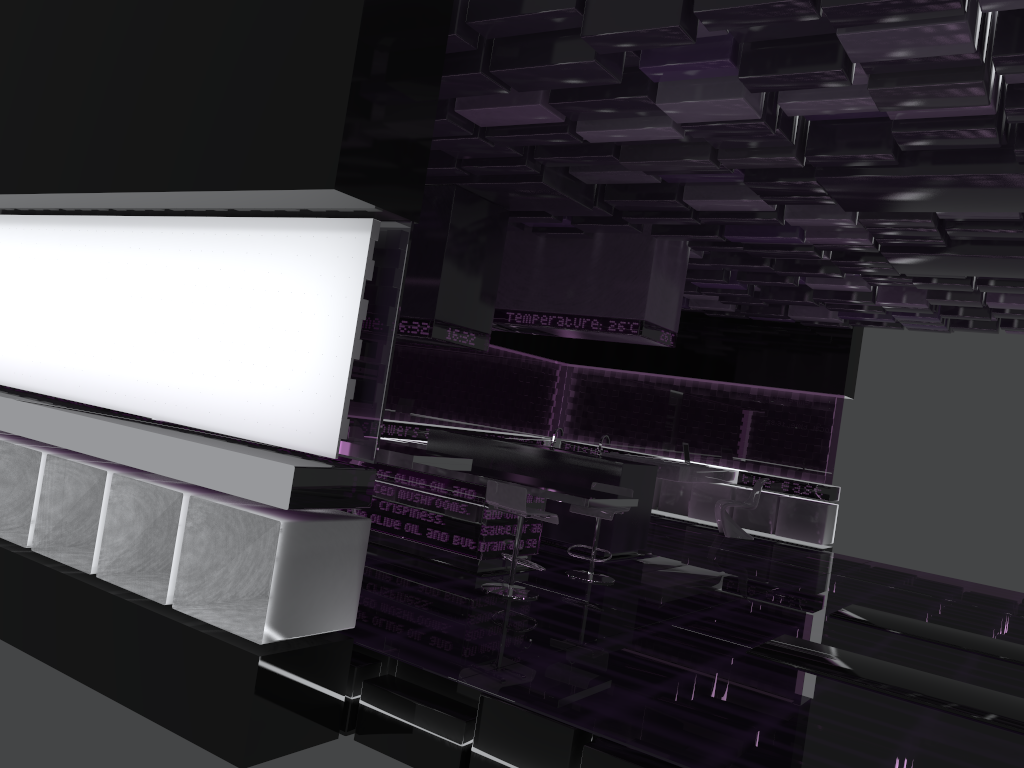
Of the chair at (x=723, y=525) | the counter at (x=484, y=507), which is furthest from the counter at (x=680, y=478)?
the counter at (x=484, y=507)

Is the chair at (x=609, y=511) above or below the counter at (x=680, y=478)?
below

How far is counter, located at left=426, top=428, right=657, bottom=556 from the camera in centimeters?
835cm

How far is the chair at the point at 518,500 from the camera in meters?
6.0 m

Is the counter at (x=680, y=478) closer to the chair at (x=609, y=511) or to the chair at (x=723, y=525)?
the chair at (x=723, y=525)

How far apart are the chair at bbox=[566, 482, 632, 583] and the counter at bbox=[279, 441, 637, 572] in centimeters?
26cm

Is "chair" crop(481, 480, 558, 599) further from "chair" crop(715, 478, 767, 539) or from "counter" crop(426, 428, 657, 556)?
"chair" crop(715, 478, 767, 539)

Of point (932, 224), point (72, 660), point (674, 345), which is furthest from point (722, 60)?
point (674, 345)

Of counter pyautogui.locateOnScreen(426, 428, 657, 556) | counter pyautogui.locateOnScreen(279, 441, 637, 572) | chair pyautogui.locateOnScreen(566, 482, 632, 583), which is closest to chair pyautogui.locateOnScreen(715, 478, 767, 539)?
counter pyautogui.locateOnScreen(426, 428, 657, 556)

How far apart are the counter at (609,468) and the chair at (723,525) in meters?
3.3 m
